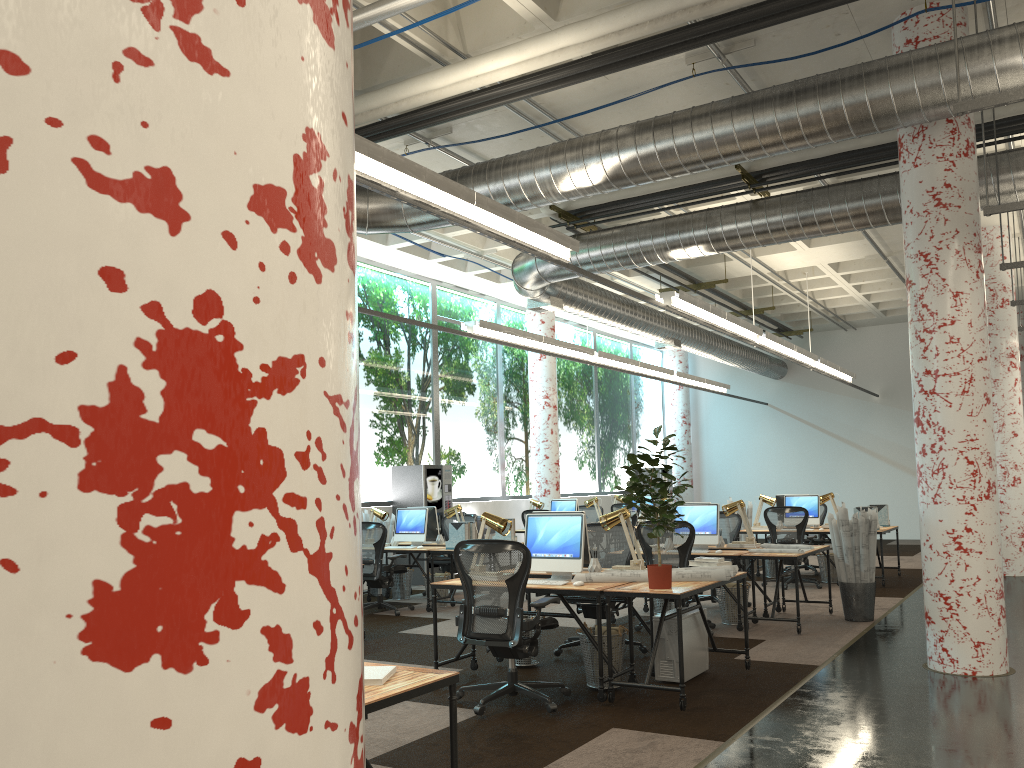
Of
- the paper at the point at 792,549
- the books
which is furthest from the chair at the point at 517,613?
the paper at the point at 792,549

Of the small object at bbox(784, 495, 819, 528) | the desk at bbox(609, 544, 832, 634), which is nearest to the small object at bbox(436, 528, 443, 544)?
the desk at bbox(609, 544, 832, 634)

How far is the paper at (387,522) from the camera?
12.0 meters

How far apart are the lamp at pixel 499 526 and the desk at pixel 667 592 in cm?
47

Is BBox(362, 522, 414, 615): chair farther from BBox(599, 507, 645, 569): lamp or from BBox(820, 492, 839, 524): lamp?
BBox(820, 492, 839, 524): lamp

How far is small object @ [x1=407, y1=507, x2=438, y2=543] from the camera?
11.47m

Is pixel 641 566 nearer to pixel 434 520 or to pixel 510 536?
pixel 510 536

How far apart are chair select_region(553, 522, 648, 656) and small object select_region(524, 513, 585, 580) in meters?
0.9

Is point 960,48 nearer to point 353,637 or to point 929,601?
point 929,601

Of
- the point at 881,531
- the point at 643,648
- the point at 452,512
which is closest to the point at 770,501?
the point at 881,531
